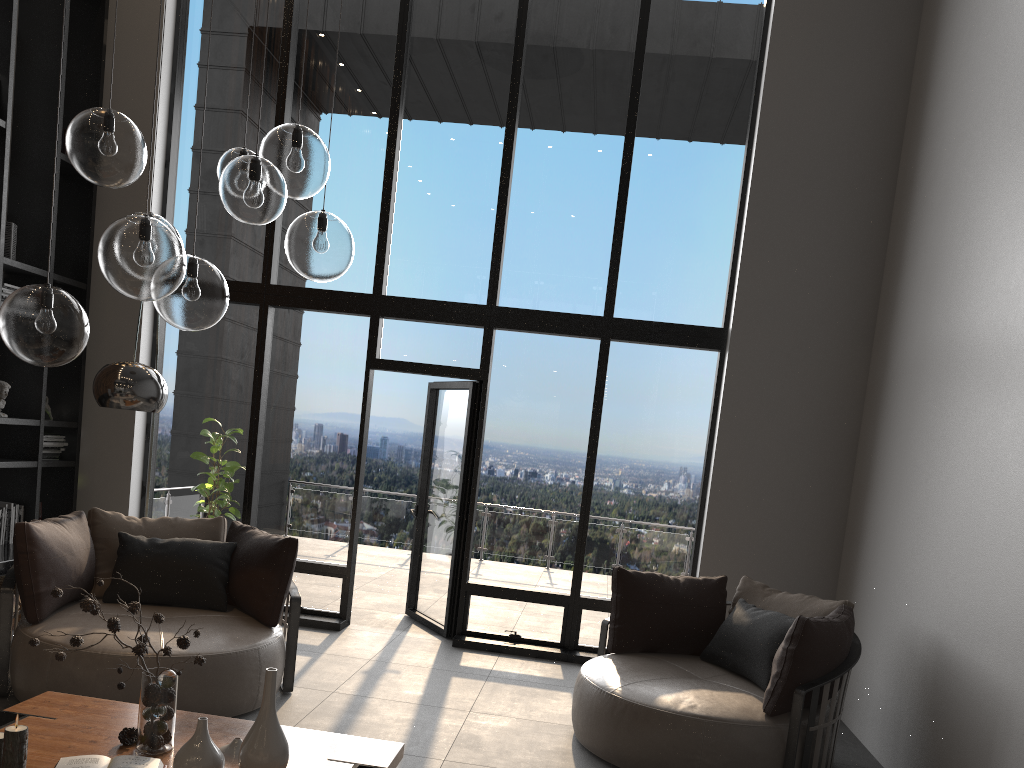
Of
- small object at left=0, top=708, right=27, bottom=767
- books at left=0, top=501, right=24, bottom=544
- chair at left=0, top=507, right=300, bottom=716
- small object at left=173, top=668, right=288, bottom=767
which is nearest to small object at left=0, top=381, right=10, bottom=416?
books at left=0, top=501, right=24, bottom=544

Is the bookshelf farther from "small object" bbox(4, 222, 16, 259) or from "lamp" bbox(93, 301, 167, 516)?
"lamp" bbox(93, 301, 167, 516)

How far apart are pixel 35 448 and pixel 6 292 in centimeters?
110cm

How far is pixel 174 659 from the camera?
4.0m

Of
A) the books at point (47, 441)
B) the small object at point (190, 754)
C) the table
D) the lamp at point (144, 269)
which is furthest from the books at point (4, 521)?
the small object at point (190, 754)

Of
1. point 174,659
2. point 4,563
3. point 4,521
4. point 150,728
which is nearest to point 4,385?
point 4,521

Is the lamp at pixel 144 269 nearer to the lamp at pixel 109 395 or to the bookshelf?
the lamp at pixel 109 395

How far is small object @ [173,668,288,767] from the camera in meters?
2.6

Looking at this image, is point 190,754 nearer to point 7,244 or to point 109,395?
point 109,395

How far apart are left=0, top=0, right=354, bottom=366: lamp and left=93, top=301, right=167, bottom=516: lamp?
1.0 meters
